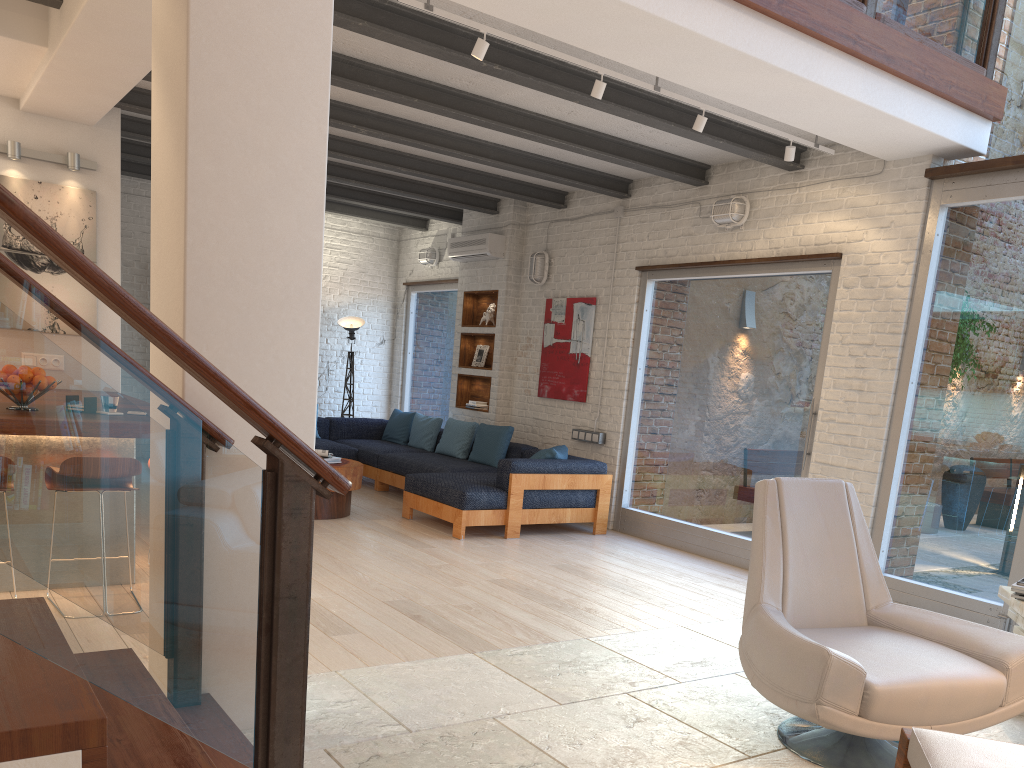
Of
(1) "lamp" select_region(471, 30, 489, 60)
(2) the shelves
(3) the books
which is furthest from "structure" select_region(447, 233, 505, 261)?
(3) the books

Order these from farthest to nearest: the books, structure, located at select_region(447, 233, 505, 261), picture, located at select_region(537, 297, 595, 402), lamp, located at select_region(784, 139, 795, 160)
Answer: structure, located at select_region(447, 233, 505, 261) < picture, located at select_region(537, 297, 595, 402) < lamp, located at select_region(784, 139, 795, 160) < the books

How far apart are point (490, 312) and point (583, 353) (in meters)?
1.57

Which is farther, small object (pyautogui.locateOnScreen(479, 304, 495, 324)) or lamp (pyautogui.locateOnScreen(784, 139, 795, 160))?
small object (pyautogui.locateOnScreen(479, 304, 495, 324))

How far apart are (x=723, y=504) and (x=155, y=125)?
5.2m

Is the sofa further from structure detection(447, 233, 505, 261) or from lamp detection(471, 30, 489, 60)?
lamp detection(471, 30, 489, 60)

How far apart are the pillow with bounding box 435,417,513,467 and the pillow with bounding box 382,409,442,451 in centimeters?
32cm

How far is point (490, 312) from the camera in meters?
9.5

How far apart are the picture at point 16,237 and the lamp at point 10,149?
0.2m

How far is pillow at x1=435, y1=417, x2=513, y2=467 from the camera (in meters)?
8.37
